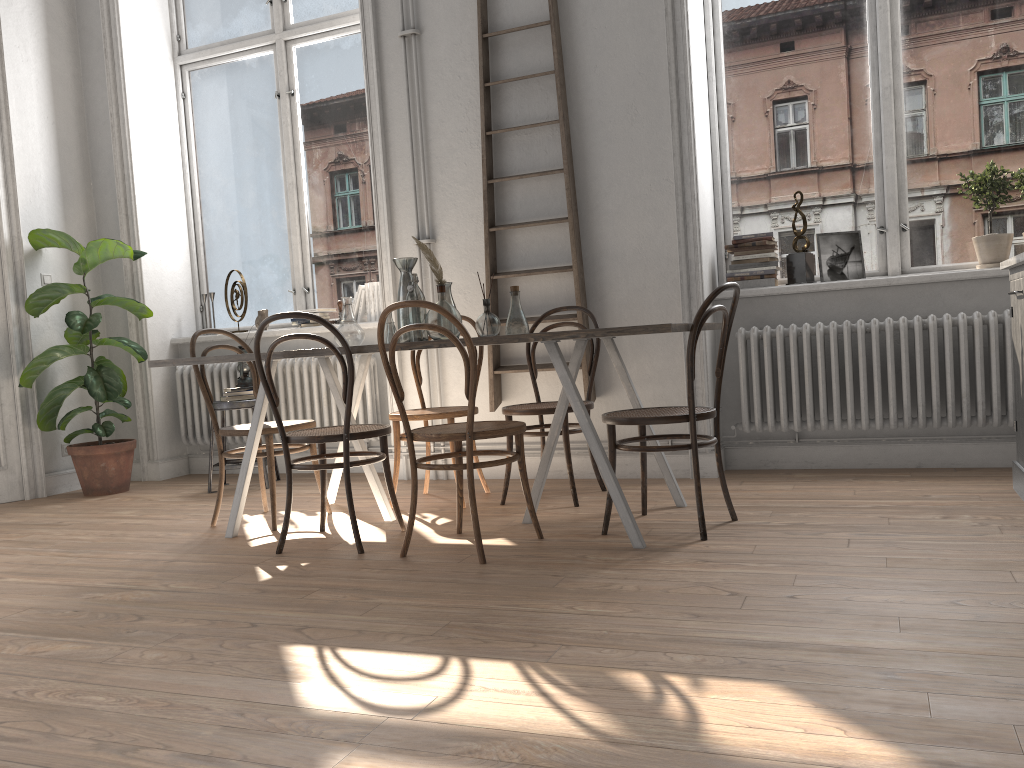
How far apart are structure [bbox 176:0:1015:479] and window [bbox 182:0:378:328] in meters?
0.5 m

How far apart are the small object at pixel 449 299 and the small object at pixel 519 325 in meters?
0.3

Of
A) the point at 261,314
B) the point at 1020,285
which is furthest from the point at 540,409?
the point at 261,314

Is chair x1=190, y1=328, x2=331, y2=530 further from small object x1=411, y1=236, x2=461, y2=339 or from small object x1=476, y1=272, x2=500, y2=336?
small object x1=476, y1=272, x2=500, y2=336

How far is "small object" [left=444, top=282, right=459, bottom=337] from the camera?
3.87m

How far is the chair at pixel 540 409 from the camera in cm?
398

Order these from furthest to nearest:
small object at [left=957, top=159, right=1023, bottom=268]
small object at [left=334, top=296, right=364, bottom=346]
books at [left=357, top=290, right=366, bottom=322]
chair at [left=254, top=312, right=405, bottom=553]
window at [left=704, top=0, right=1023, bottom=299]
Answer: books at [left=357, top=290, right=366, bottom=322], window at [left=704, top=0, right=1023, bottom=299], small object at [left=957, top=159, right=1023, bottom=268], small object at [left=334, top=296, right=364, bottom=346], chair at [left=254, top=312, right=405, bottom=553]

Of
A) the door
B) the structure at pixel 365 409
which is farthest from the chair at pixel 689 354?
the door

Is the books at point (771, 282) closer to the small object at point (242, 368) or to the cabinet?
the cabinet

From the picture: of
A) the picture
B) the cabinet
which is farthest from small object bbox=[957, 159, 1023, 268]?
the cabinet
